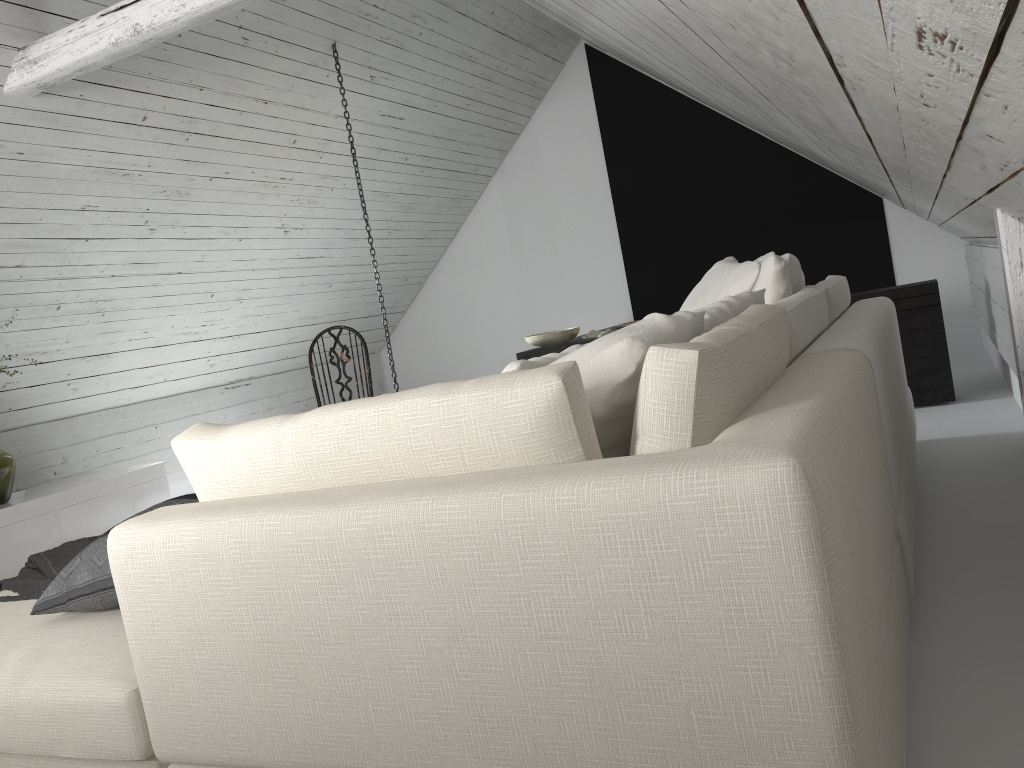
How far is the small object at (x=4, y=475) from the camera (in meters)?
4.07

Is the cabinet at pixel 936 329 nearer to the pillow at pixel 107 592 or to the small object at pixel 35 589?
the small object at pixel 35 589

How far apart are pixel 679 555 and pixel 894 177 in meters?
2.3 m

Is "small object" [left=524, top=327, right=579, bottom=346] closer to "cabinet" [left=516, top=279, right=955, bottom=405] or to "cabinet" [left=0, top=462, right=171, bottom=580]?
"cabinet" [left=516, top=279, right=955, bottom=405]

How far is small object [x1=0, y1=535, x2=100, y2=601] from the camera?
2.0 meters

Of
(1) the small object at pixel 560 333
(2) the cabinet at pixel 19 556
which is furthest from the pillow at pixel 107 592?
(1) the small object at pixel 560 333

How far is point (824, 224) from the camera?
6.43m

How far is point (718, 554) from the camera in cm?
94

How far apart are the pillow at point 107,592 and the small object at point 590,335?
3.57m

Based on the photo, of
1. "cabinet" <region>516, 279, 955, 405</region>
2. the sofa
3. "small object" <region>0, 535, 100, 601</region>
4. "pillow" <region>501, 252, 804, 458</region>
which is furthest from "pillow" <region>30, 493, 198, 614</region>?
"cabinet" <region>516, 279, 955, 405</region>
